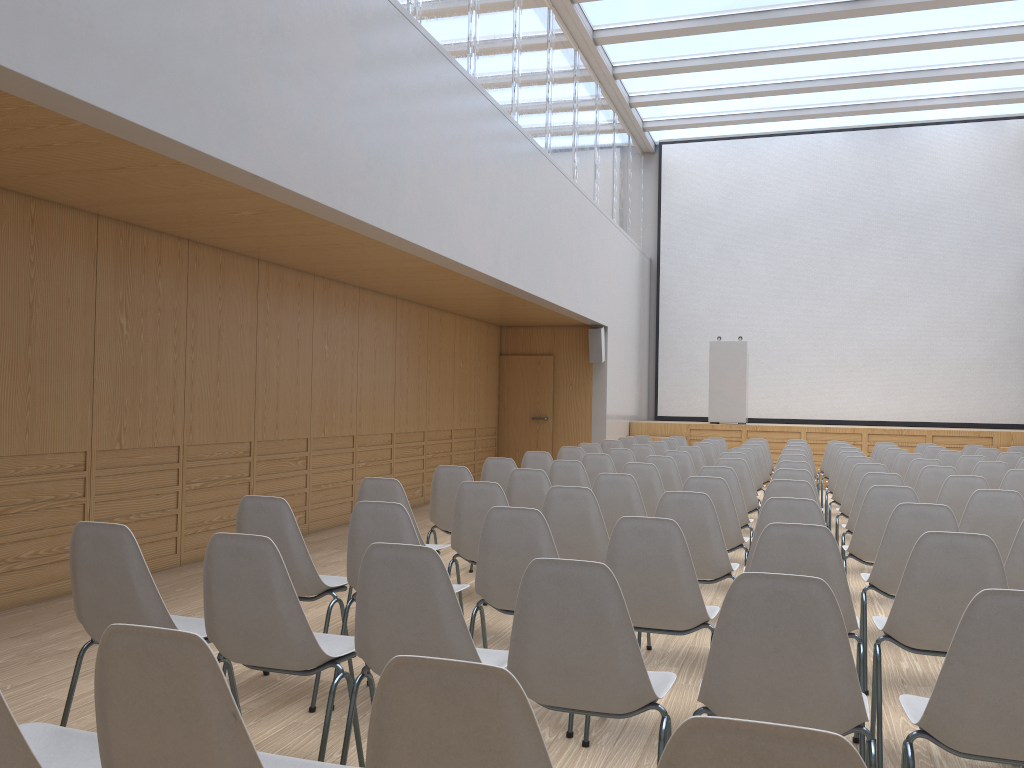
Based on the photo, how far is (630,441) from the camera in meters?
11.4 m

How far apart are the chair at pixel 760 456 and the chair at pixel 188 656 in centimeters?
850cm

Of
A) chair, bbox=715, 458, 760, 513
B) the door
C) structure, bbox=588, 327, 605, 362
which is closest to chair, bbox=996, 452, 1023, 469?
chair, bbox=715, 458, 760, 513

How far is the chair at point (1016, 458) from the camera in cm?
911

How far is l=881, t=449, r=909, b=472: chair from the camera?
9.5 meters

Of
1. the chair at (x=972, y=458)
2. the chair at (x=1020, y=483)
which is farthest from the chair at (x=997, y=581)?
the chair at (x=972, y=458)

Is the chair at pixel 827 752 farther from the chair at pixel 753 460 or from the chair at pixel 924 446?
the chair at pixel 924 446

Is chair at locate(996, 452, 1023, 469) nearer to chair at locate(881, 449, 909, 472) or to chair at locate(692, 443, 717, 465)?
chair at locate(881, 449, 909, 472)

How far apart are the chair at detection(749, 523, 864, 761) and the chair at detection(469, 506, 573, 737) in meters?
0.7

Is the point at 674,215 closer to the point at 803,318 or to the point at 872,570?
the point at 803,318
